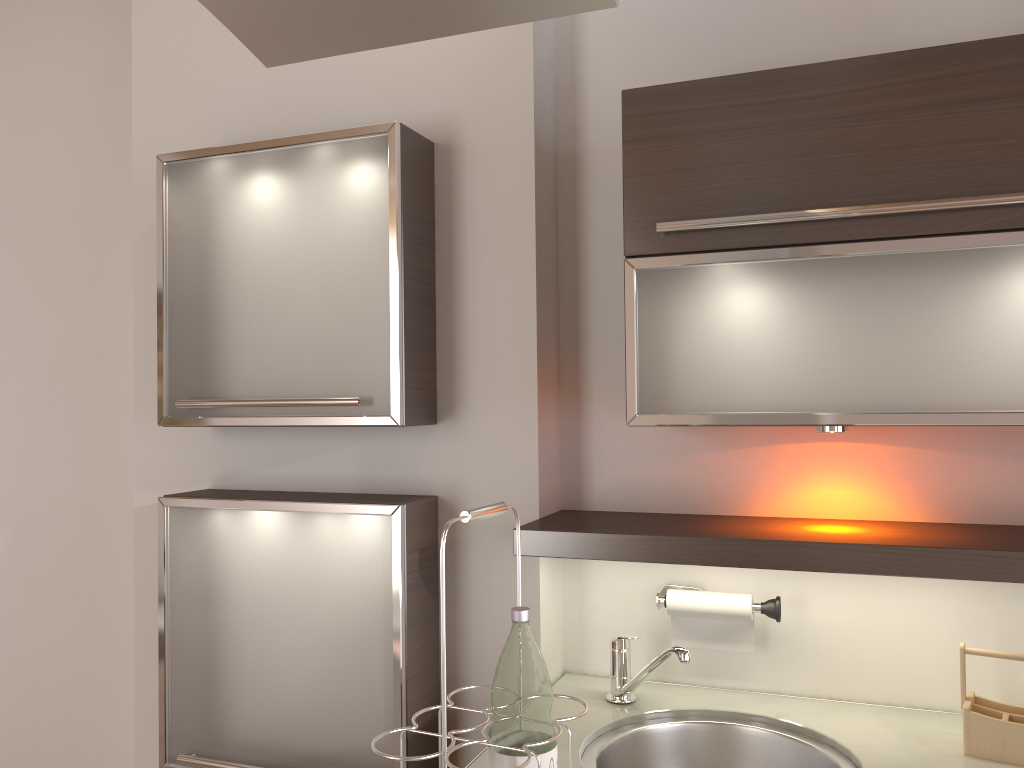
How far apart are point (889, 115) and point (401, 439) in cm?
112

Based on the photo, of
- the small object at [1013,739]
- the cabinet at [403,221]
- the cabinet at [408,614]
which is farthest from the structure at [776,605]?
the cabinet at [403,221]

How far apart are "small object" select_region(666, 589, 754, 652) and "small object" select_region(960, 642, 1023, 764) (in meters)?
0.36

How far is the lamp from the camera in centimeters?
157cm

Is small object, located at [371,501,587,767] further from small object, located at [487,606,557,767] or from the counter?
the counter

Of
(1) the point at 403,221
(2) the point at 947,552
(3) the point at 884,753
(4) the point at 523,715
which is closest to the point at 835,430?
(2) the point at 947,552

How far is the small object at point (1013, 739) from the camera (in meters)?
1.42

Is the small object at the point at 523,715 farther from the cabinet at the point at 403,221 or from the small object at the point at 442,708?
the cabinet at the point at 403,221

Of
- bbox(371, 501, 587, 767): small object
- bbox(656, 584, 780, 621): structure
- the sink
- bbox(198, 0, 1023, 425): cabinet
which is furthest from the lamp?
bbox(371, 501, 587, 767): small object

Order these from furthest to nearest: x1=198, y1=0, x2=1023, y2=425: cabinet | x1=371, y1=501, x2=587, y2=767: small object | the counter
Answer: the counter → x1=198, y1=0, x2=1023, y2=425: cabinet → x1=371, y1=501, x2=587, y2=767: small object
